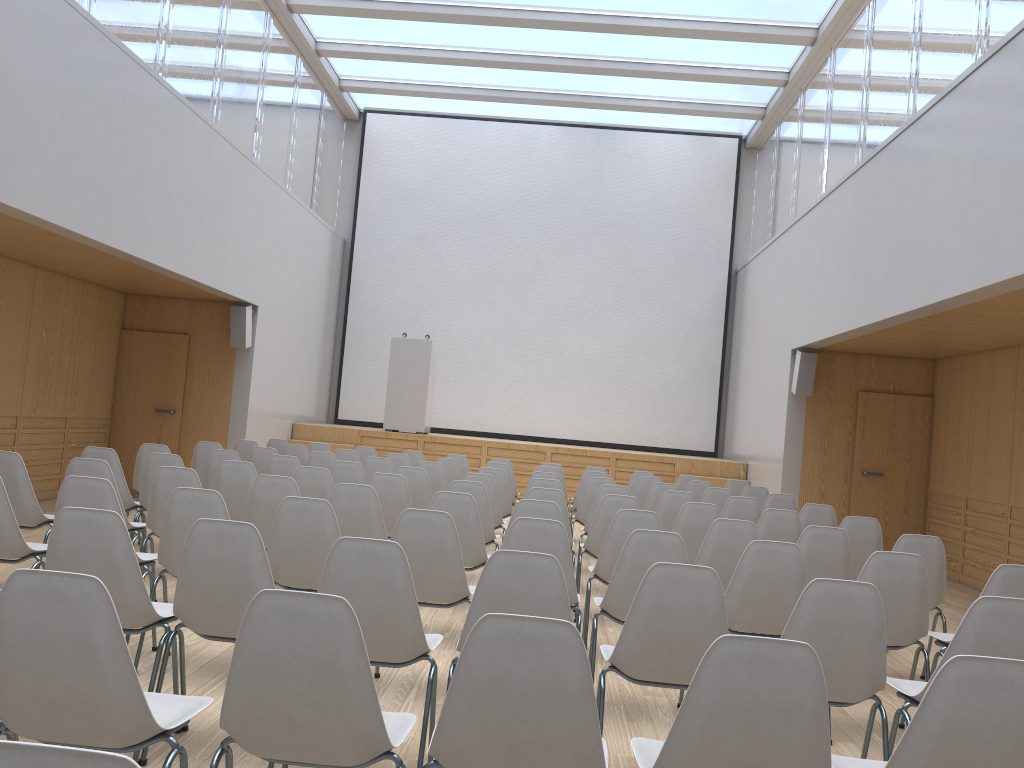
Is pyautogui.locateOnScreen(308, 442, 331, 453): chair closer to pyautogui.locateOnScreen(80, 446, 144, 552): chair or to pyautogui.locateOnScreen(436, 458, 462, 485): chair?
pyautogui.locateOnScreen(436, 458, 462, 485): chair

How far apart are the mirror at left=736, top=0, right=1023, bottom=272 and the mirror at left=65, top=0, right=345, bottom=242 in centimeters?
655cm

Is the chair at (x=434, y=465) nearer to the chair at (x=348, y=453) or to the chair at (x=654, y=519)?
the chair at (x=348, y=453)

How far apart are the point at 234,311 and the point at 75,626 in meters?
9.1

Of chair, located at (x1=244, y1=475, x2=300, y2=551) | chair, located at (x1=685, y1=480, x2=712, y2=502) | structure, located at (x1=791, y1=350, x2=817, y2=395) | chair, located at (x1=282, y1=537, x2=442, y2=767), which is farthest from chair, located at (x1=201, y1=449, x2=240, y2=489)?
structure, located at (x1=791, y1=350, x2=817, y2=395)

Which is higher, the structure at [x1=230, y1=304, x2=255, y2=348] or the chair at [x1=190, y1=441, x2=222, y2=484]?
the structure at [x1=230, y1=304, x2=255, y2=348]

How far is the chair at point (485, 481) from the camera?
6.9 meters

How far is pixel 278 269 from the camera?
11.7 meters

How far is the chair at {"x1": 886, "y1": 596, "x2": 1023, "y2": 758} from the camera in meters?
2.8

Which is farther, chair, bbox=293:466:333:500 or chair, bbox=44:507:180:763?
chair, bbox=293:466:333:500
